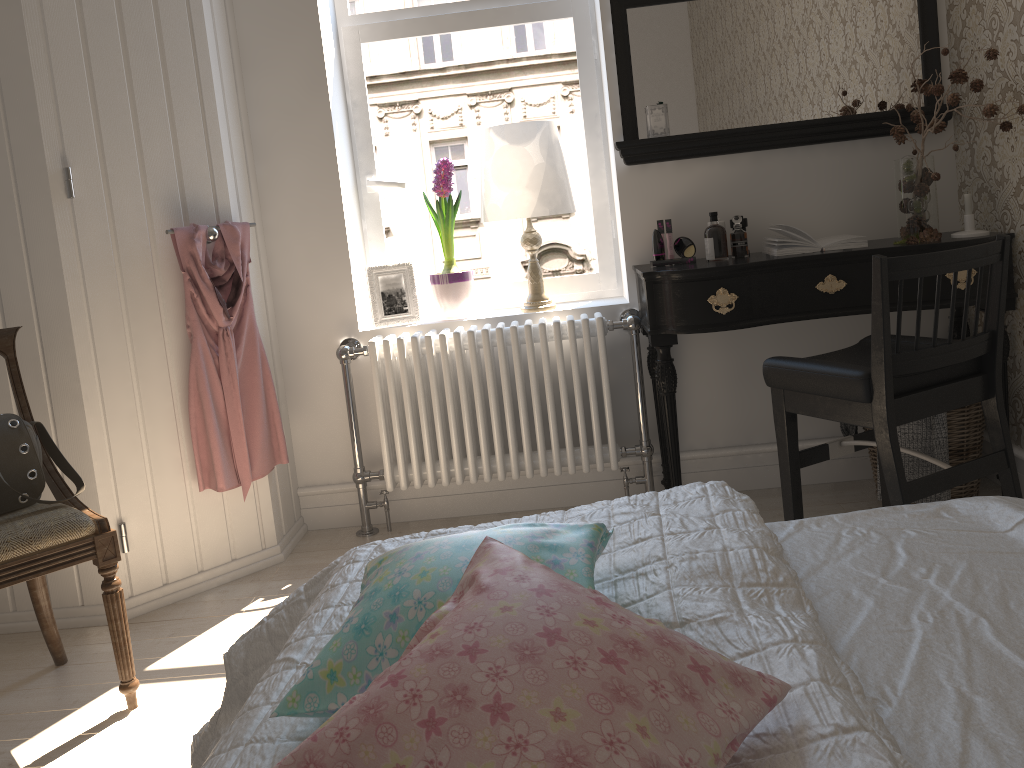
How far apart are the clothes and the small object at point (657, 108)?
1.3m

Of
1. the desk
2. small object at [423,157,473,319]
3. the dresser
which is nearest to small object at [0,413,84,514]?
the dresser

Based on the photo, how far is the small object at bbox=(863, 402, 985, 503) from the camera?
2.67m

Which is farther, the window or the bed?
the window

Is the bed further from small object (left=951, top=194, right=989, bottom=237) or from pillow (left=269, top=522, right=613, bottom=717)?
small object (left=951, top=194, right=989, bottom=237)

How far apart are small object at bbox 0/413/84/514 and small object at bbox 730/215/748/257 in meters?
2.0

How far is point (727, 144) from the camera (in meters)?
2.88

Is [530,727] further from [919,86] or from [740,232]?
[919,86]

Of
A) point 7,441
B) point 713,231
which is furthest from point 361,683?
point 713,231

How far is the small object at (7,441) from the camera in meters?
2.0
